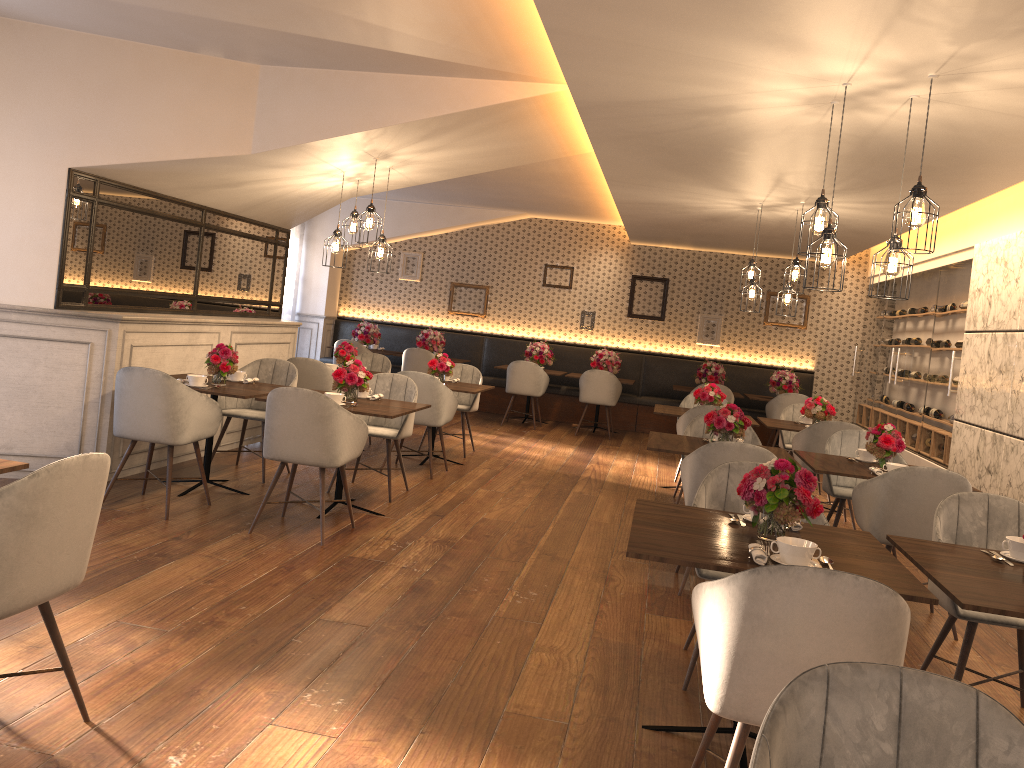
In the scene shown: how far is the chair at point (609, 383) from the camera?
11.14m

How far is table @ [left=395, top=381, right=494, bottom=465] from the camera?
7.8 meters

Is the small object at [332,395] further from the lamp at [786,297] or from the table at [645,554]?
the lamp at [786,297]

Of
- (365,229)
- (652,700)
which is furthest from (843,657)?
(365,229)

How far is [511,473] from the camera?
8.0m

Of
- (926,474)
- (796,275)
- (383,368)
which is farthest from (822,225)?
(383,368)

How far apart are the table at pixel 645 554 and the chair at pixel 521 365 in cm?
777

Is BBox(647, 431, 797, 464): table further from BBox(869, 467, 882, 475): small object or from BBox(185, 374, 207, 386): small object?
BBox(185, 374, 207, 386): small object

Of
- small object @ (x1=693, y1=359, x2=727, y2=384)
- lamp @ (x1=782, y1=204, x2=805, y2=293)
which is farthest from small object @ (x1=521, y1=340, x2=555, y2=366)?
lamp @ (x1=782, y1=204, x2=805, y2=293)

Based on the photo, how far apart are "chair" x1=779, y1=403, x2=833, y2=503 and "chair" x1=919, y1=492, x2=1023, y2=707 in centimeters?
459cm
